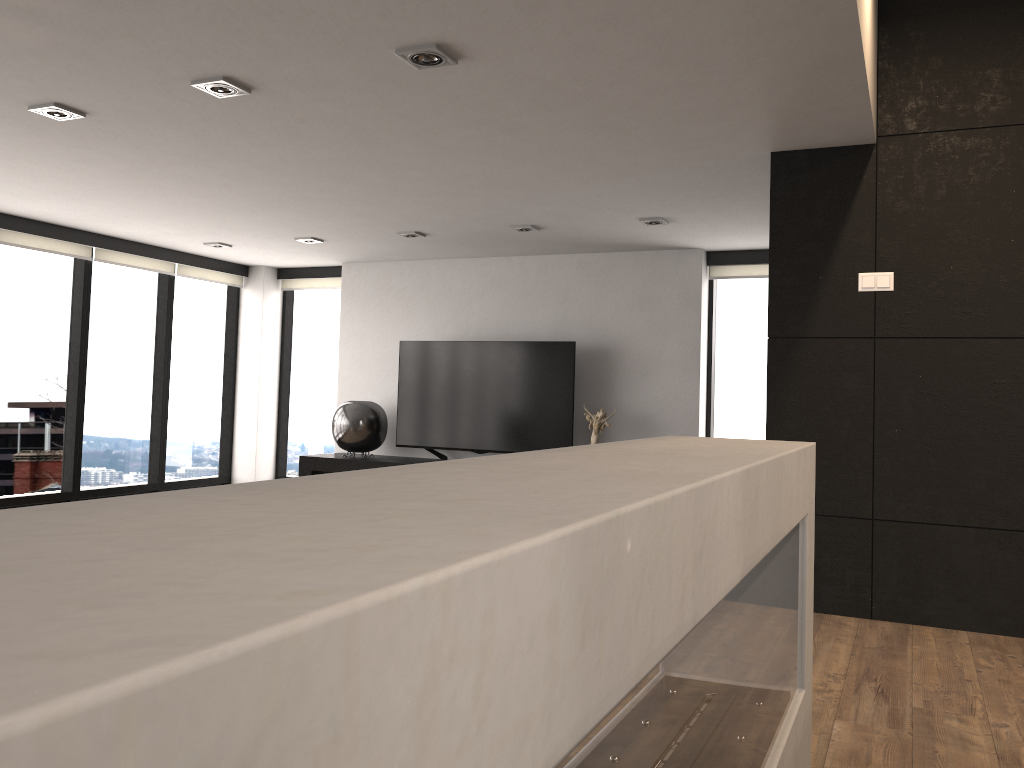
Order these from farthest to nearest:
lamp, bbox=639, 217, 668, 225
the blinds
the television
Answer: the television < the blinds < lamp, bbox=639, 217, 668, 225

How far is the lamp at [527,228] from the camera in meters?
5.9

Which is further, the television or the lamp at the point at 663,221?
the television

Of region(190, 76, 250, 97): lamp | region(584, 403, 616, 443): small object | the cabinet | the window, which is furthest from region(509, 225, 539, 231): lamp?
region(190, 76, 250, 97): lamp

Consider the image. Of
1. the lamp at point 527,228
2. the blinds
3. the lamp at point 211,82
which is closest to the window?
the blinds

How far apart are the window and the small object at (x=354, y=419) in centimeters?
109cm

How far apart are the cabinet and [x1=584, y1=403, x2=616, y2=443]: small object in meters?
1.5 m

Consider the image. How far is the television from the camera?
6.7m

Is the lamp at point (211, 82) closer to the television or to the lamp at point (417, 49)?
the lamp at point (417, 49)

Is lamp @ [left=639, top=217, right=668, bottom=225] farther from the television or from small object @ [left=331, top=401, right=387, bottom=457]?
small object @ [left=331, top=401, right=387, bottom=457]
